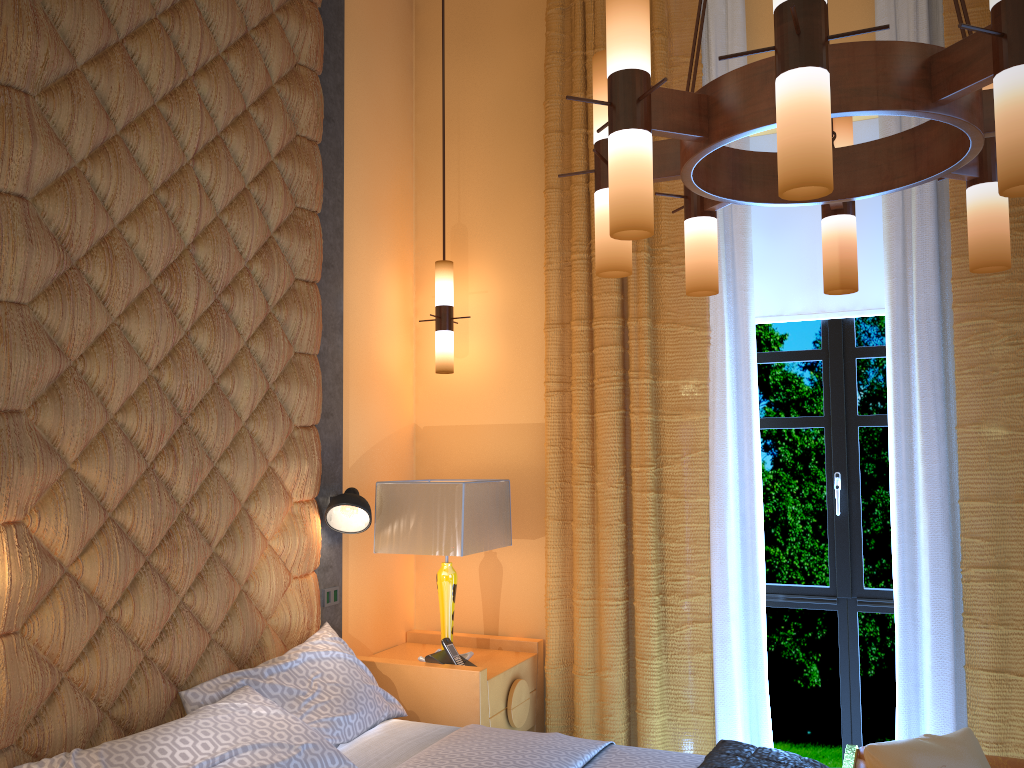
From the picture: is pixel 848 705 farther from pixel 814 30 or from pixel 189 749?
pixel 814 30

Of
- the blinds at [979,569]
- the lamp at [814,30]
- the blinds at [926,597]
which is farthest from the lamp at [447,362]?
the lamp at [814,30]

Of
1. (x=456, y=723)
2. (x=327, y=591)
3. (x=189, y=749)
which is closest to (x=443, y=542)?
(x=327, y=591)

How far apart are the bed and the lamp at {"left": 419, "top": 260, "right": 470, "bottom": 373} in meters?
1.3 m

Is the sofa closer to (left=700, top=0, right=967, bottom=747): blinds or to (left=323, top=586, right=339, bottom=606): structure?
(left=700, top=0, right=967, bottom=747): blinds

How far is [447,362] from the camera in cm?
416

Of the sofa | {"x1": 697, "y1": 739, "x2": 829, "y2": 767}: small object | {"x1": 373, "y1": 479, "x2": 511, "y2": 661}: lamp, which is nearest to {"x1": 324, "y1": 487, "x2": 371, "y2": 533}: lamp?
{"x1": 373, "y1": 479, "x2": 511, "y2": 661}: lamp

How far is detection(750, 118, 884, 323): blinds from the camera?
3.9 meters

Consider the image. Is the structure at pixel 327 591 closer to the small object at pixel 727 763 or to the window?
the small object at pixel 727 763

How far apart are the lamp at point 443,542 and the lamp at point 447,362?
0.61m
